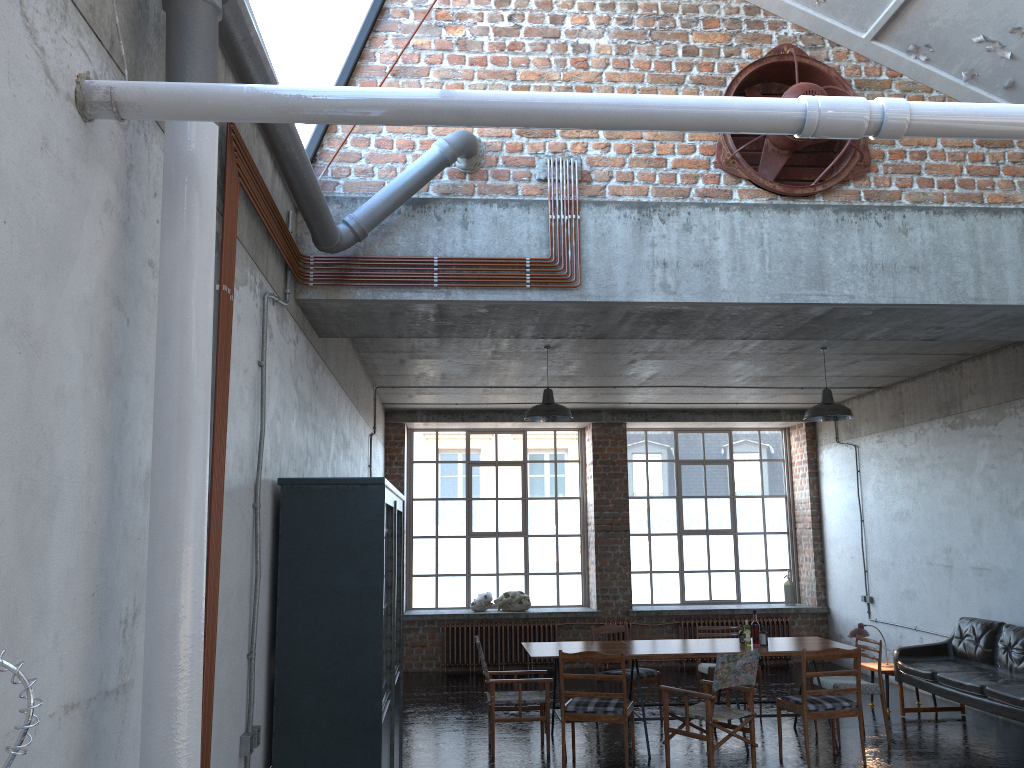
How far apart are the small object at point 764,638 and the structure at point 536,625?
4.86m

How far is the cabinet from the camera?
4.5m

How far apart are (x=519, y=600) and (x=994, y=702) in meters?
6.9

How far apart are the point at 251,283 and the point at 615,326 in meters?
2.8

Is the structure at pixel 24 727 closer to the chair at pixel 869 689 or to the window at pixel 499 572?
the chair at pixel 869 689

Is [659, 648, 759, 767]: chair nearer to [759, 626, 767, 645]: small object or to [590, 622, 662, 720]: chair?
[759, 626, 767, 645]: small object

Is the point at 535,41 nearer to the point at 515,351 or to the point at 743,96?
the point at 743,96

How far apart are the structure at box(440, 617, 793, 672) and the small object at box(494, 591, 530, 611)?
0.3 meters

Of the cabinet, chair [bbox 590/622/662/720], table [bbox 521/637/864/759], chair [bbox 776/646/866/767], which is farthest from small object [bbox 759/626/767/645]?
the cabinet

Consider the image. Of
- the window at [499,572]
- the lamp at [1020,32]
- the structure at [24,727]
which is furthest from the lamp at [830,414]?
the structure at [24,727]
